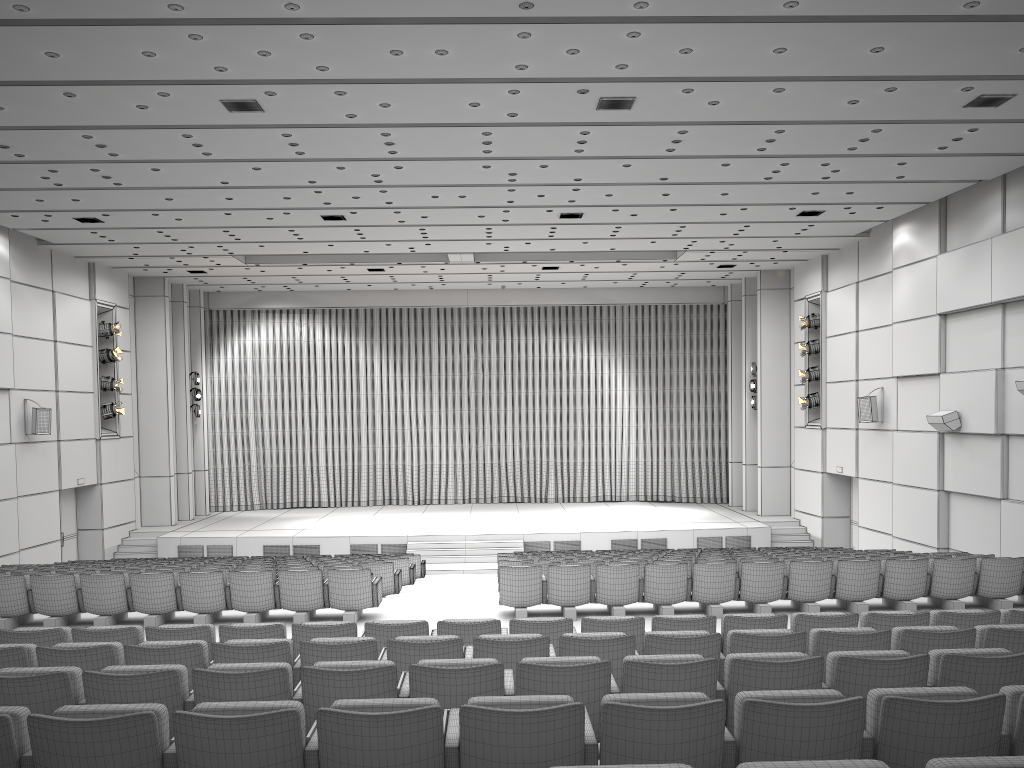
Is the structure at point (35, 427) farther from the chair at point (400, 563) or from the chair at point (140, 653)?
the chair at point (140, 653)

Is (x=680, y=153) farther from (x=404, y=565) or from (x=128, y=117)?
(x=404, y=565)

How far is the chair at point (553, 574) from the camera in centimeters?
983cm

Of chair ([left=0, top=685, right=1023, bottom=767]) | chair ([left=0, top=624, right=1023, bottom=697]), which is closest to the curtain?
chair ([left=0, top=624, right=1023, bottom=697])

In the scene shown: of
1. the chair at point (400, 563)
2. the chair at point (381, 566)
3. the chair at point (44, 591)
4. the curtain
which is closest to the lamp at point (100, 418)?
the curtain

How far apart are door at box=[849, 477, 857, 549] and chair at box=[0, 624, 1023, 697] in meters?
16.2

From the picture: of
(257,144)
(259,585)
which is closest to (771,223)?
(257,144)

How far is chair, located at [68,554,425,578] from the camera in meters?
16.3 m

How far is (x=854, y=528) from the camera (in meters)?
21.12

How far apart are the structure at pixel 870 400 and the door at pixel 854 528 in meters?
3.1
